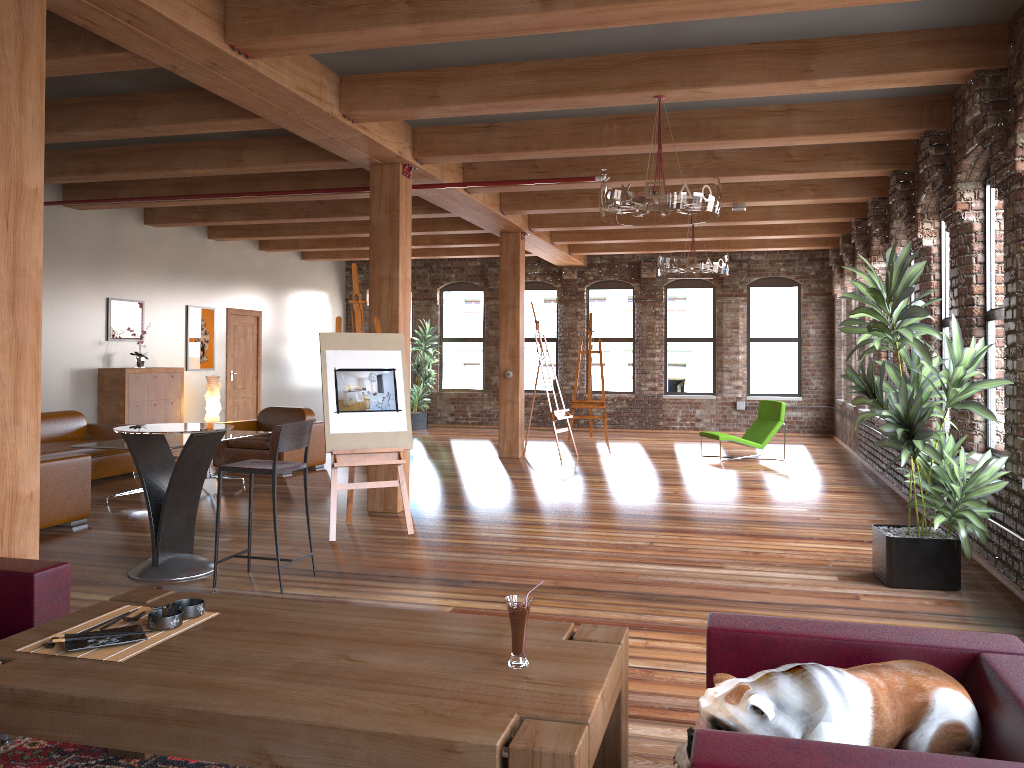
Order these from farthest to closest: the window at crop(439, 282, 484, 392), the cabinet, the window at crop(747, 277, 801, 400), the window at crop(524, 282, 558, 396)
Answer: the window at crop(439, 282, 484, 392), the window at crop(524, 282, 558, 396), the window at crop(747, 277, 801, 400), the cabinet

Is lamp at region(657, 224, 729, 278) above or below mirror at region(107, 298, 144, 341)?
above

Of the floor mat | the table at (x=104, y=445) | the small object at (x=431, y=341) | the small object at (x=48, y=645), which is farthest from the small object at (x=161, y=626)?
the small object at (x=431, y=341)

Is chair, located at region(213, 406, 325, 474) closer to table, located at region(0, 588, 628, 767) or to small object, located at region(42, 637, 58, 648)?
table, located at region(0, 588, 628, 767)

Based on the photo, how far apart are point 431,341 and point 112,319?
6.50m

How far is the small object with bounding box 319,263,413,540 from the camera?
6.83m

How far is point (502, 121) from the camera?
7.5 meters

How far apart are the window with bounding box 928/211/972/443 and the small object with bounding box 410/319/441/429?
10.22m

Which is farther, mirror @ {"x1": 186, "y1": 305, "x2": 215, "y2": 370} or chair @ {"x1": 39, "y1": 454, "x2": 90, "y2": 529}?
mirror @ {"x1": 186, "y1": 305, "x2": 215, "y2": 370}

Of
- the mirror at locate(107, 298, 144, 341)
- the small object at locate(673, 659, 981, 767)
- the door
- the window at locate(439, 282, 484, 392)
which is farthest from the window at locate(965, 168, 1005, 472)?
the window at locate(439, 282, 484, 392)
